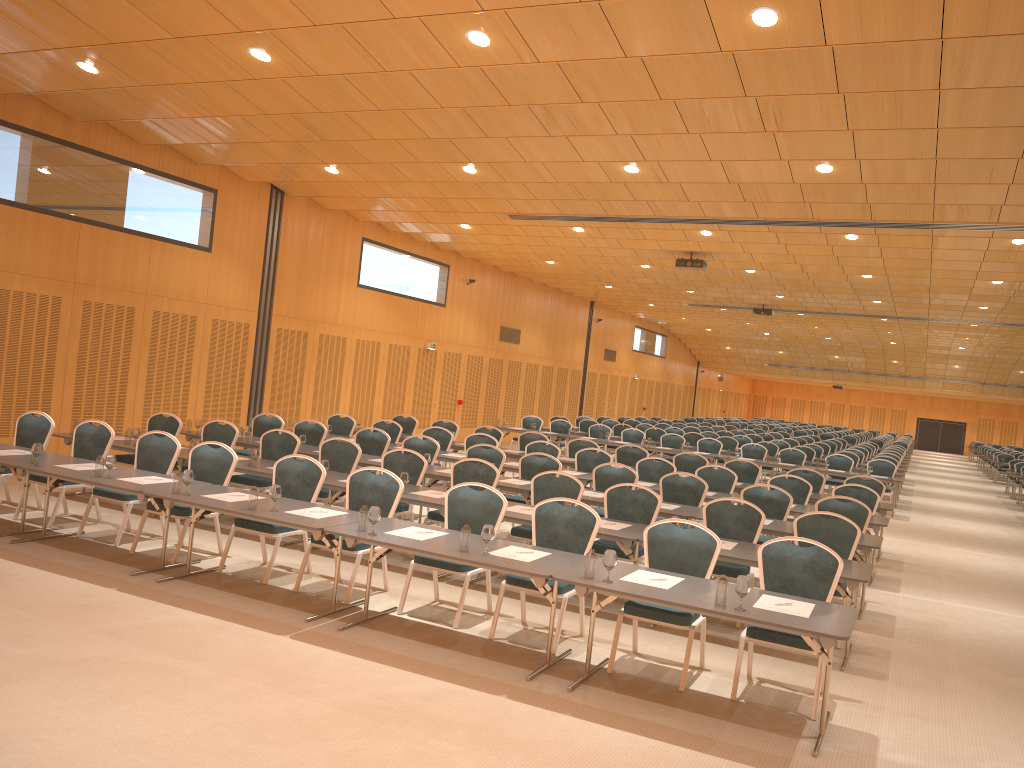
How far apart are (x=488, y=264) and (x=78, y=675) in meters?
19.5

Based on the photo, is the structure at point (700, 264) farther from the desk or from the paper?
the paper

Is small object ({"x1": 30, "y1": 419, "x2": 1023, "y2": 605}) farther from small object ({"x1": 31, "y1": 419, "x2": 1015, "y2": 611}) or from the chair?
the chair

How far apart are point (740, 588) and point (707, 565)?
1.3 meters

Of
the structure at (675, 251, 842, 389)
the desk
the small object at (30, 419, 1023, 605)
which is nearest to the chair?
the desk

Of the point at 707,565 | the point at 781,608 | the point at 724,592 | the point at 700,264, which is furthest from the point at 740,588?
the point at 700,264

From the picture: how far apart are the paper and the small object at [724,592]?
0.3m

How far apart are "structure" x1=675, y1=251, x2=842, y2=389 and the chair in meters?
3.8 m

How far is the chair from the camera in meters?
6.8

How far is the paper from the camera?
5.7 meters
